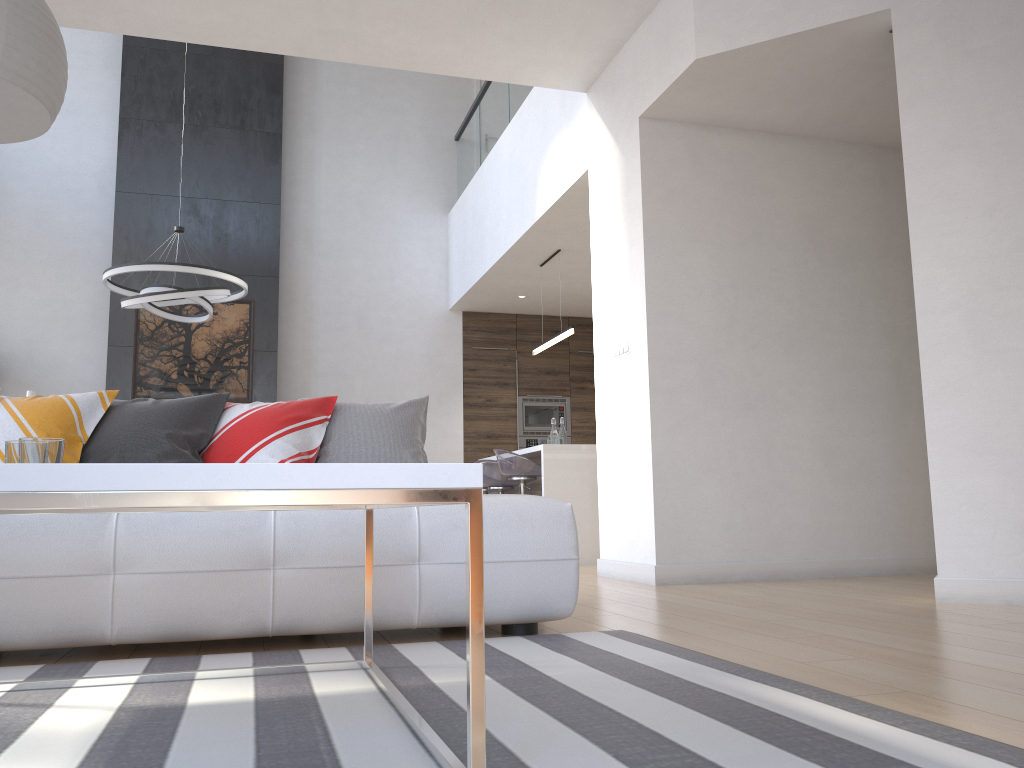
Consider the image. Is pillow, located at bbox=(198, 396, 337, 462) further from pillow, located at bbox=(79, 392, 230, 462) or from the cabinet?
the cabinet

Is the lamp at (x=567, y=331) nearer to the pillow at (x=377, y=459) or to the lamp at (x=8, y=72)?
the pillow at (x=377, y=459)

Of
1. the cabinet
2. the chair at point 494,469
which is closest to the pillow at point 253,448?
the cabinet

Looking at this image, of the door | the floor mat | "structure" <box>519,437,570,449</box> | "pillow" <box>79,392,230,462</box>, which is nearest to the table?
the floor mat

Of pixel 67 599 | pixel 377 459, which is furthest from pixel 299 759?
pixel 377 459

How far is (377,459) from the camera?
3.27m

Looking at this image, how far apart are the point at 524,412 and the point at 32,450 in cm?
791

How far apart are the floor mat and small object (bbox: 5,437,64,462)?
0.5m

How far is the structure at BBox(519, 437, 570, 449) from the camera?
9.4 meters

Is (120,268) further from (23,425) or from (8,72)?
(8,72)
